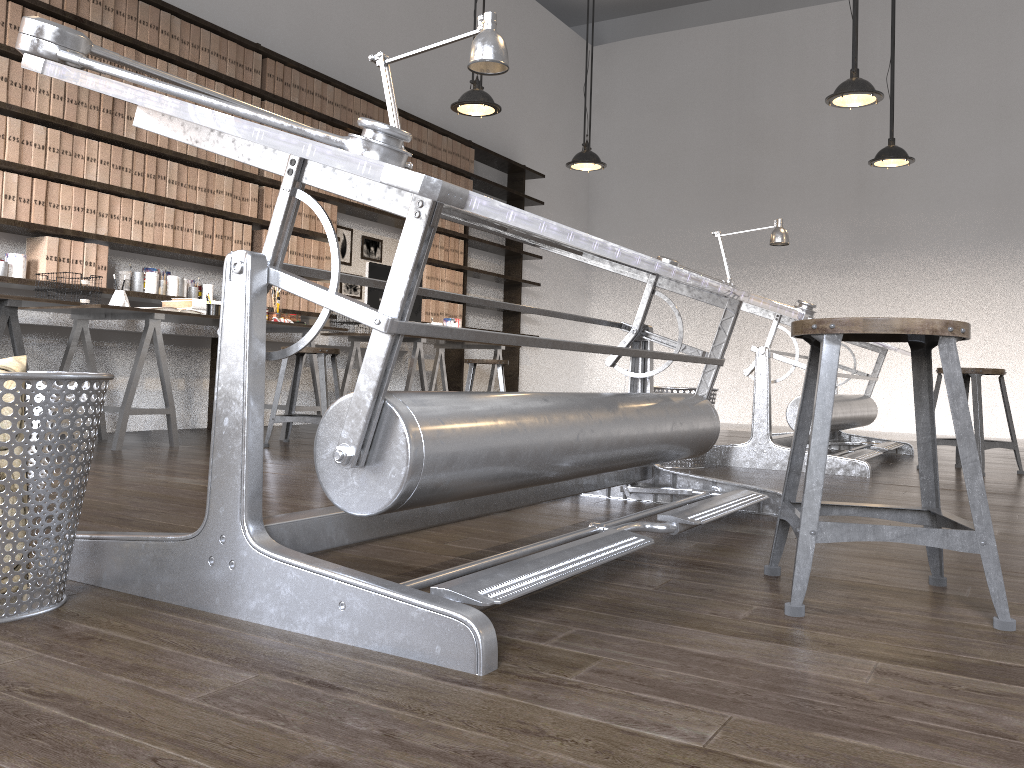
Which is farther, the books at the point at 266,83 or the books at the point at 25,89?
the books at the point at 266,83

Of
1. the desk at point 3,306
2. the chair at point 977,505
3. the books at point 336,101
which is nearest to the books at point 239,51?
the books at point 336,101

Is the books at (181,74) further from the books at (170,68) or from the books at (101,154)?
the books at (101,154)

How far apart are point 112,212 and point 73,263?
0.4 meters

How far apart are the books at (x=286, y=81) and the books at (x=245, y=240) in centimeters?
95cm

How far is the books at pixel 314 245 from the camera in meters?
6.0 m

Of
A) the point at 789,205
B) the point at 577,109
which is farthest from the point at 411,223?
the point at 577,109

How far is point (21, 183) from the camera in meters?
4.2

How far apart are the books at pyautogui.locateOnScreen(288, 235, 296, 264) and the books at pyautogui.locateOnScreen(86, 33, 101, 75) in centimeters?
165cm

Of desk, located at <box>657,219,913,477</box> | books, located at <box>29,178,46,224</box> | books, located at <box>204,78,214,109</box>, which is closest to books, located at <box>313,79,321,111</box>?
books, located at <box>204,78,214,109</box>
